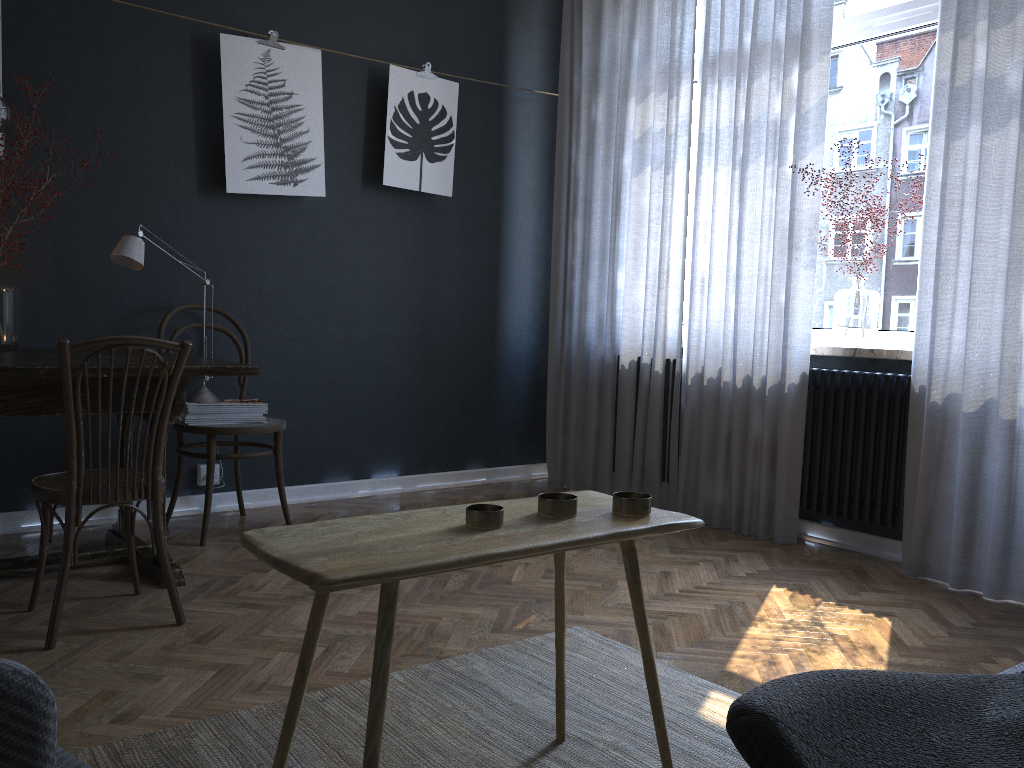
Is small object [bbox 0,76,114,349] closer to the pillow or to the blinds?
the blinds

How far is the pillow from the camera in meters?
0.4 m

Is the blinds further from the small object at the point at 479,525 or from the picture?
the small object at the point at 479,525

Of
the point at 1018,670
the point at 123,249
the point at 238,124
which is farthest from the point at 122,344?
the point at 1018,670

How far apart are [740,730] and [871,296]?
3.5m

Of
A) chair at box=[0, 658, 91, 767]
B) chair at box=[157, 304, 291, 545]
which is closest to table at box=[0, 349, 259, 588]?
chair at box=[157, 304, 291, 545]

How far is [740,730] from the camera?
0.4m

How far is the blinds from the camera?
3.0 meters

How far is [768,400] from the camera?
3.73m

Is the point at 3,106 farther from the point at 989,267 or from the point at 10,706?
the point at 989,267
